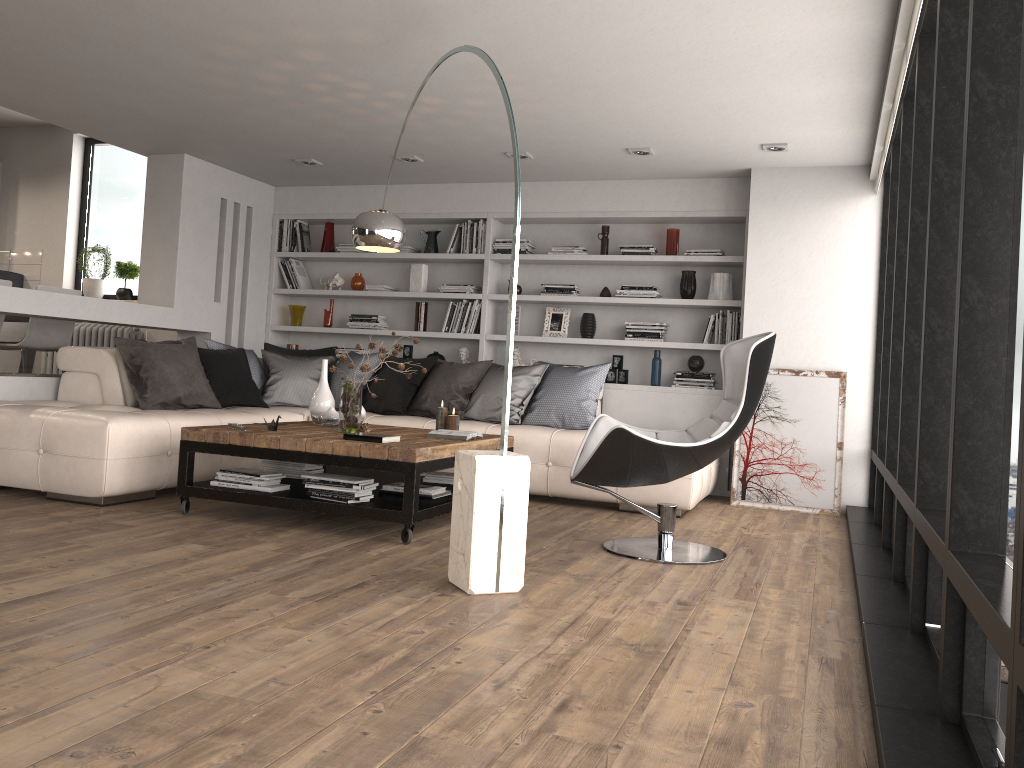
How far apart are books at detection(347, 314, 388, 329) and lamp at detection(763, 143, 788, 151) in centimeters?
360cm

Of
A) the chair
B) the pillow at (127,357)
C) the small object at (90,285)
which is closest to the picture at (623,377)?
the pillow at (127,357)

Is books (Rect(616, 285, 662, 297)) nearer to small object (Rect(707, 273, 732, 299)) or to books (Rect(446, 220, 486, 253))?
small object (Rect(707, 273, 732, 299))

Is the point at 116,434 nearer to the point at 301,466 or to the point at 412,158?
the point at 301,466

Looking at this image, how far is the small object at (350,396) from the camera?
4.8m

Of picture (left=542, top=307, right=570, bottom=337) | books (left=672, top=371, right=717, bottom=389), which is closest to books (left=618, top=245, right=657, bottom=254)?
picture (left=542, top=307, right=570, bottom=337)

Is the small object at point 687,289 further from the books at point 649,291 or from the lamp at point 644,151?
the lamp at point 644,151

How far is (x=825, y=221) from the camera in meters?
6.3 m

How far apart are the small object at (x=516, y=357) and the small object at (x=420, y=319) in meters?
0.9

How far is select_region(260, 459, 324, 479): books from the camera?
5.1m
